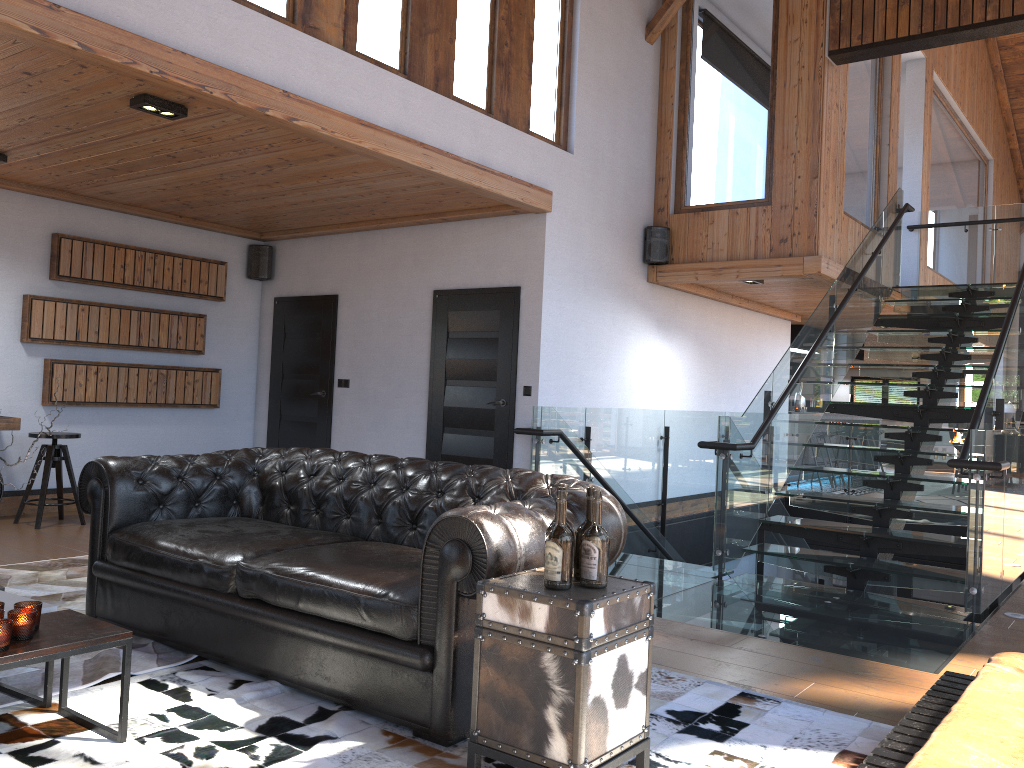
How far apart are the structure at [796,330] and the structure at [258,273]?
7.64m

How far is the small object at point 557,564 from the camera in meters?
2.6

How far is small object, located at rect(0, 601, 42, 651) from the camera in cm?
260

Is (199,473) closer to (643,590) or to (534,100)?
(643,590)

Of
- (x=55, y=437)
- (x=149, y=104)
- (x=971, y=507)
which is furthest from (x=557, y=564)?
(x=55, y=437)

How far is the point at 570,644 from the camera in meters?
2.4

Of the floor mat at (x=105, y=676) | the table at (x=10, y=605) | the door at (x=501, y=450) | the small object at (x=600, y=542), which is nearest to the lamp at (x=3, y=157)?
the floor mat at (x=105, y=676)

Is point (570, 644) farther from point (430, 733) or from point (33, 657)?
point (33, 657)

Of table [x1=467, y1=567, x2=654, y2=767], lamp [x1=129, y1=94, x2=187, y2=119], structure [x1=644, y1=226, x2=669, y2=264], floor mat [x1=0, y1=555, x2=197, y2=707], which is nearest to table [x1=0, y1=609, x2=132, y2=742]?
floor mat [x1=0, y1=555, x2=197, y2=707]

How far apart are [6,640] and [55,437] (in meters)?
4.72
